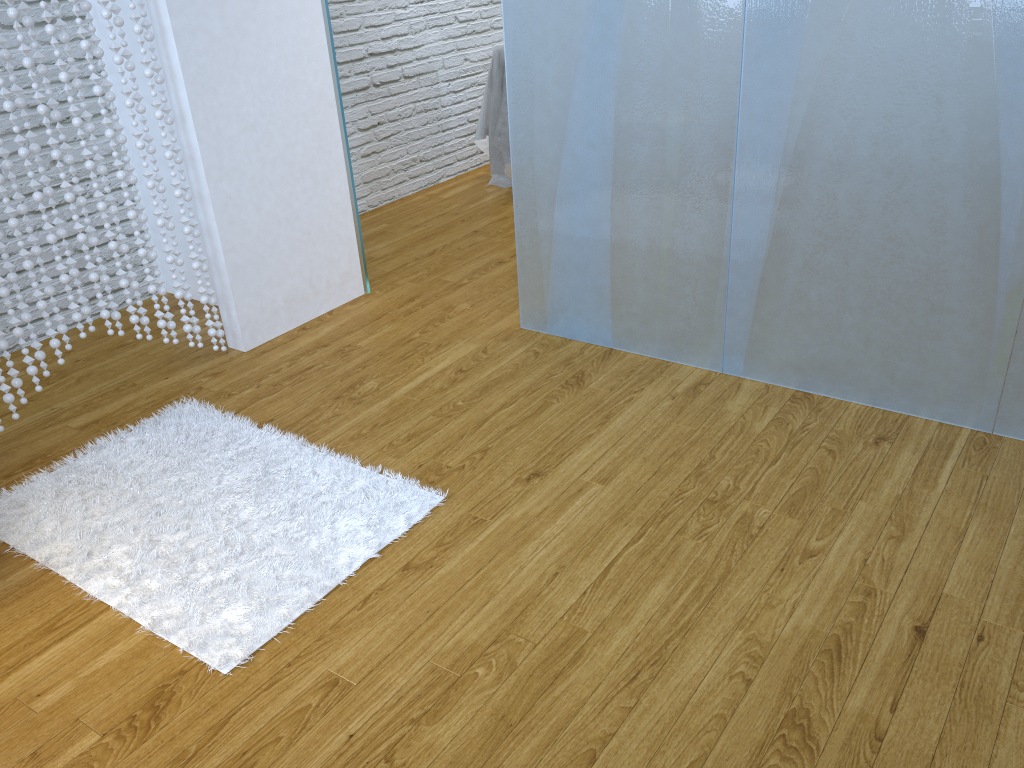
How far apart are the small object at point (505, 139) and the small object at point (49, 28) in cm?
196

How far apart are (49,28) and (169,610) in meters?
1.6

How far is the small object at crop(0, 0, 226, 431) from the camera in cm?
233

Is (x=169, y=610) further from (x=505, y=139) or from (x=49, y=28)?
(x=505, y=139)

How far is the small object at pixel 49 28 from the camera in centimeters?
233cm

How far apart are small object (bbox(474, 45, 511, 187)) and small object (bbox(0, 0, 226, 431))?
2.0m

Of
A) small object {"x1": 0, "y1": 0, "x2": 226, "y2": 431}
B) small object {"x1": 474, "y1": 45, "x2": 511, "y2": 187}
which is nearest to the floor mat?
small object {"x1": 0, "y1": 0, "x2": 226, "y2": 431}

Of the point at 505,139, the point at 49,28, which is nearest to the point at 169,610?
the point at 49,28

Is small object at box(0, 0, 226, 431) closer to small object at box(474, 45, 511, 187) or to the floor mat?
the floor mat

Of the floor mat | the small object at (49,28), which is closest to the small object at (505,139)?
the small object at (49,28)
